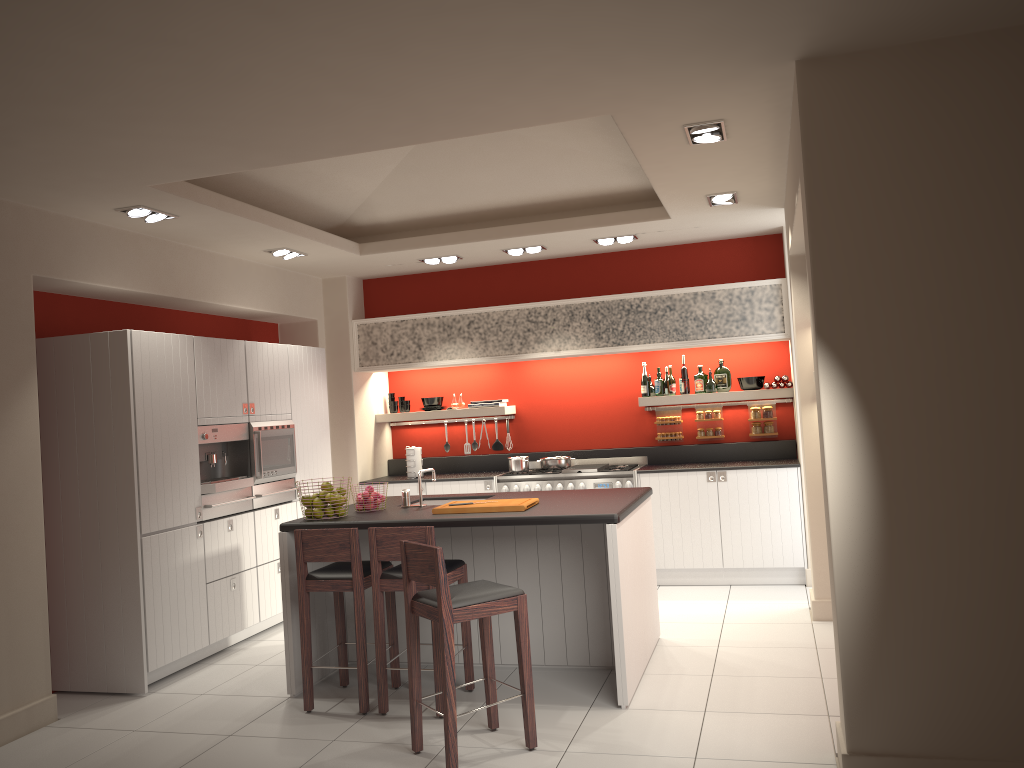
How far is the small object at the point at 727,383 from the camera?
8.13m

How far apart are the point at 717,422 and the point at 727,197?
2.74m

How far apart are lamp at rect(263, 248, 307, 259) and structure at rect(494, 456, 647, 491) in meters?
2.7 m

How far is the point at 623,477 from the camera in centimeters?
781cm

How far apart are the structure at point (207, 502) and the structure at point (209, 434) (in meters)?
0.05

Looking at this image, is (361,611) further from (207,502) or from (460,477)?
(460,477)

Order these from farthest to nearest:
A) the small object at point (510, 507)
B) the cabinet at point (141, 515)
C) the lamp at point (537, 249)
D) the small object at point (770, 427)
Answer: the small object at point (770, 427), the lamp at point (537, 249), the cabinet at point (141, 515), the small object at point (510, 507)

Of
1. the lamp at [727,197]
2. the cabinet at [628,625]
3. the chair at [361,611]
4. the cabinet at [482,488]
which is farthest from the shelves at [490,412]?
the chair at [361,611]

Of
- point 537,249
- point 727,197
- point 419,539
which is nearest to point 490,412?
point 537,249

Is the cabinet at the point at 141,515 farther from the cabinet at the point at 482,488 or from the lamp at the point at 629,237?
the lamp at the point at 629,237
